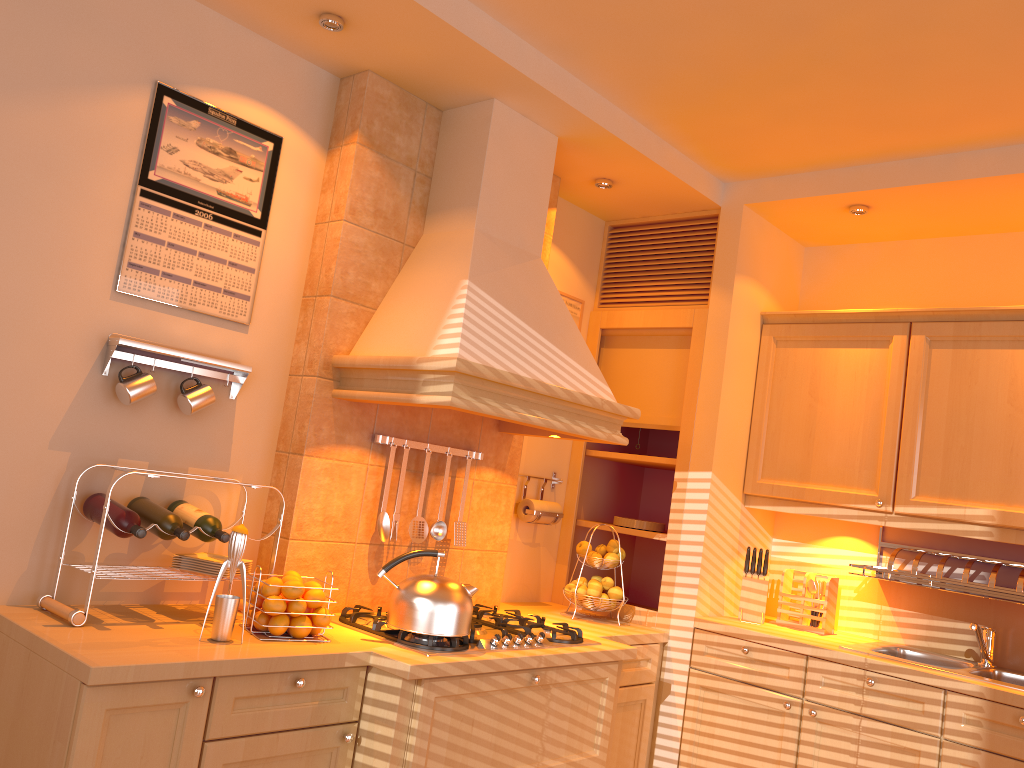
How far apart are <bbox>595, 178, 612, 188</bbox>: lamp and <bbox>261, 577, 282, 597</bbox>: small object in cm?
202

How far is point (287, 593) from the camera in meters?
2.3

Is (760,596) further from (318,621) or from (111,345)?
(111,345)

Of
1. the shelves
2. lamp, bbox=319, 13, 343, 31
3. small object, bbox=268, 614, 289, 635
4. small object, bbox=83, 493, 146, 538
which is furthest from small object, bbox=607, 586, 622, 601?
lamp, bbox=319, 13, 343, 31

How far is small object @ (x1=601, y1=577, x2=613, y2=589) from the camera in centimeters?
346cm

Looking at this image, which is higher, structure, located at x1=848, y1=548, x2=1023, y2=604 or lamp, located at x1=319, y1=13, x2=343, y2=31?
lamp, located at x1=319, y1=13, x2=343, y2=31

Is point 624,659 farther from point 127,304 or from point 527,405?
point 127,304

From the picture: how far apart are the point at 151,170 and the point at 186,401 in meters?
0.7 m

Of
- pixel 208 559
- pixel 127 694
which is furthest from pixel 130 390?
pixel 127 694

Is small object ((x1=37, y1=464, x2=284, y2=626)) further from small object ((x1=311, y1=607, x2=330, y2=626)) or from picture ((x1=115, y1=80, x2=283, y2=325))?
picture ((x1=115, y1=80, x2=283, y2=325))
